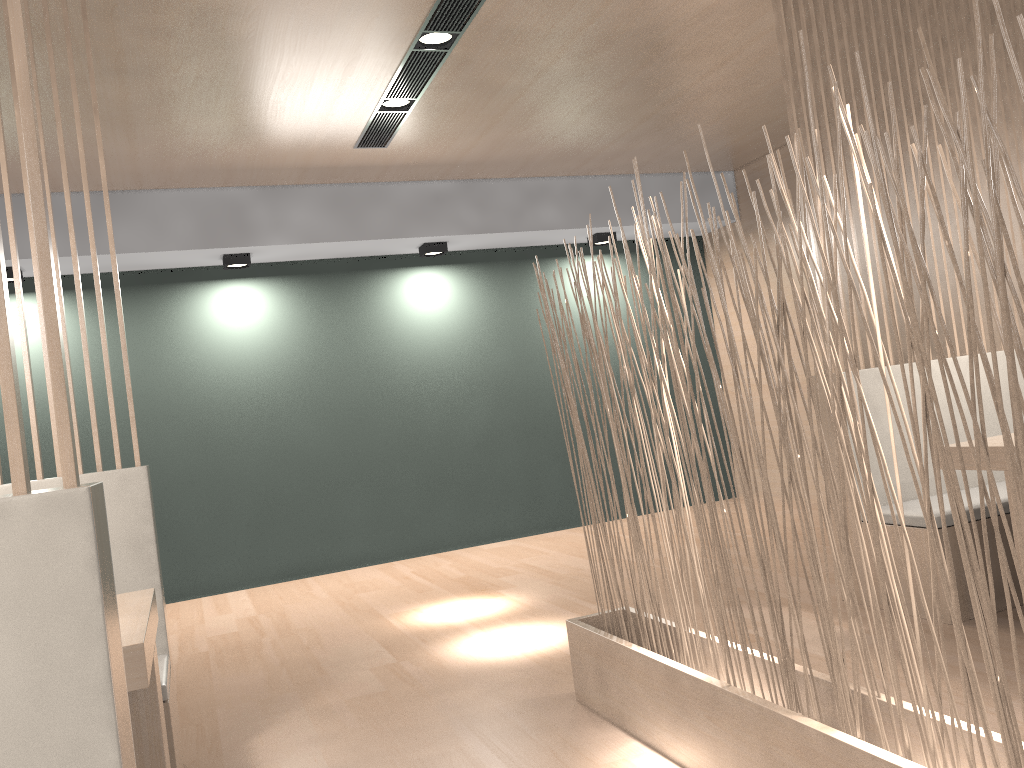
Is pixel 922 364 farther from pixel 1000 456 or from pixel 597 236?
pixel 597 236

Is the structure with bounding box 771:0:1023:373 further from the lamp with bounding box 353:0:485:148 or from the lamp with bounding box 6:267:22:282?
the lamp with bounding box 6:267:22:282

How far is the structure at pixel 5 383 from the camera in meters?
0.6

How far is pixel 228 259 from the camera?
3.5m

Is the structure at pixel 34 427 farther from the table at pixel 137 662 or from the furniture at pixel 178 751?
the table at pixel 137 662

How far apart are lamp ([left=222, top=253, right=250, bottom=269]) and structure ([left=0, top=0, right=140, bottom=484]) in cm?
189

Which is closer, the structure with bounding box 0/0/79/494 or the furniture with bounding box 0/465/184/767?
the structure with bounding box 0/0/79/494

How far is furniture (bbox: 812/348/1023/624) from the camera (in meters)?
1.97

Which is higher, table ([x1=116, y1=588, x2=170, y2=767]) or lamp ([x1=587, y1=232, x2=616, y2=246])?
lamp ([x1=587, y1=232, x2=616, y2=246])

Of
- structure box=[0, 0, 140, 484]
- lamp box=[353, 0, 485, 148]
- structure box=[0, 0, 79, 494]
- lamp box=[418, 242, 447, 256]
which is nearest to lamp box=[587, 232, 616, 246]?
lamp box=[418, 242, 447, 256]
